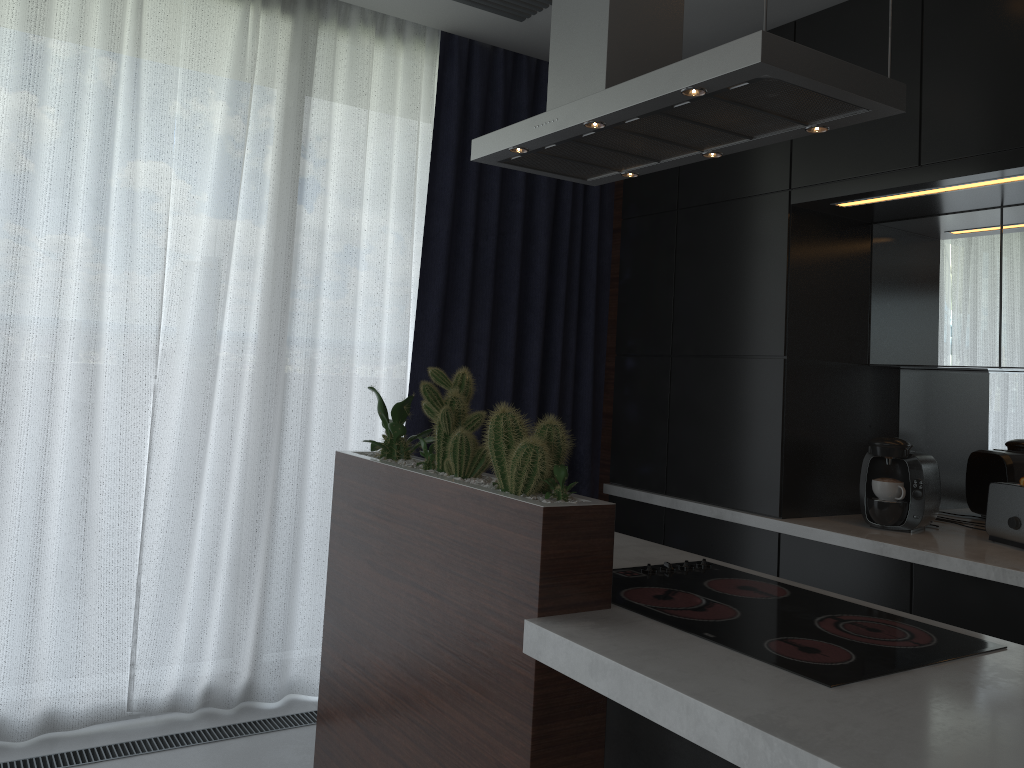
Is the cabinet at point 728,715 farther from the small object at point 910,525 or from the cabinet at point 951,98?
the small object at point 910,525

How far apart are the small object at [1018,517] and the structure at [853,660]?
1.15m

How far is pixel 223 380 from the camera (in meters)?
3.12

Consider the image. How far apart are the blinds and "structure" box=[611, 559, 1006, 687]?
1.5 meters

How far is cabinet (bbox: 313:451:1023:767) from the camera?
1.25m

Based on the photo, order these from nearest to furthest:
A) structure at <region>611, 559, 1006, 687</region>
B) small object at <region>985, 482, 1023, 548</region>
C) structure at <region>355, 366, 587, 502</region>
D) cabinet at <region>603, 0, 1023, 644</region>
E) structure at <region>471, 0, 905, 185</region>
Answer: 1. structure at <region>611, 559, 1006, 687</region>
2. structure at <region>471, 0, 905, 185</region>
3. structure at <region>355, 366, 587, 502</region>
4. cabinet at <region>603, 0, 1023, 644</region>
5. small object at <region>985, 482, 1023, 548</region>

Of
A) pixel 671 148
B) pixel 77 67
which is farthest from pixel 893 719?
pixel 77 67

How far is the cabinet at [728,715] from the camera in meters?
1.2 m

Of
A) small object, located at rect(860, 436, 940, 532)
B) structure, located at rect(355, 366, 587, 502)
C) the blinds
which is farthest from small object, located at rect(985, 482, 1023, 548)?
structure, located at rect(355, 366, 587, 502)

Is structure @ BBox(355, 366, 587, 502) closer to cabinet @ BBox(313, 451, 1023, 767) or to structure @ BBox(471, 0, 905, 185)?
cabinet @ BBox(313, 451, 1023, 767)
